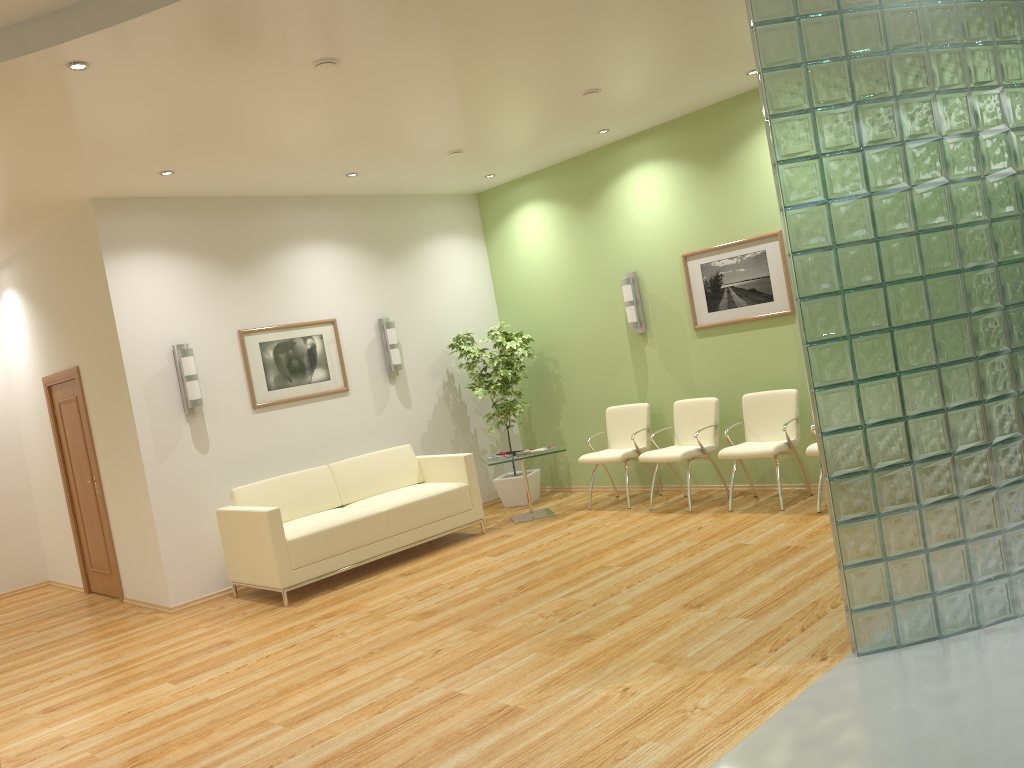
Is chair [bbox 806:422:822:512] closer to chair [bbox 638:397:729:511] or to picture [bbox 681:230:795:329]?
chair [bbox 638:397:729:511]

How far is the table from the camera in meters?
8.2

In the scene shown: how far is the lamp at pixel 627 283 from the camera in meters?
8.3 m

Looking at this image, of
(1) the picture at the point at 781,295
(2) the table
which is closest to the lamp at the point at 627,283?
(1) the picture at the point at 781,295

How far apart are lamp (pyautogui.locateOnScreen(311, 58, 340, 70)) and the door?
4.5 meters

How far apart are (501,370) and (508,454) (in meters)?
0.99

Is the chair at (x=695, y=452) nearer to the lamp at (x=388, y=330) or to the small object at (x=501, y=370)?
the small object at (x=501, y=370)

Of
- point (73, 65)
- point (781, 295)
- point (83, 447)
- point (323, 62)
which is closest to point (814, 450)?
point (781, 295)

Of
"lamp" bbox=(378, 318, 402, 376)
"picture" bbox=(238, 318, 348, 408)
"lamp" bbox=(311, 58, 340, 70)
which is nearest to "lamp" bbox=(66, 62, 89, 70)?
"lamp" bbox=(311, 58, 340, 70)

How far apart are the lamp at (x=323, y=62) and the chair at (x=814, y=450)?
4.24m
